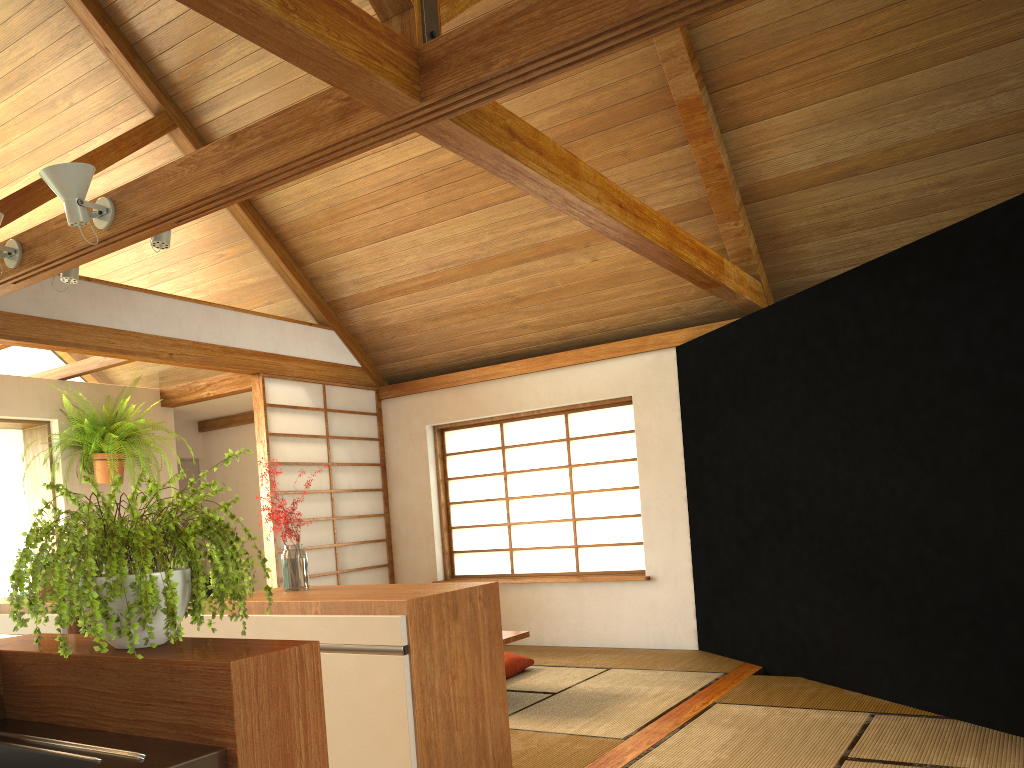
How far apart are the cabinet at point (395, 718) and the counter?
1.07m

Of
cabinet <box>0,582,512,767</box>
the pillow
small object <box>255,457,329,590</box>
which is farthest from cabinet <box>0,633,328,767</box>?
the pillow

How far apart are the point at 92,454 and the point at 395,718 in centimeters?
428cm

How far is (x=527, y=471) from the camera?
6.5m

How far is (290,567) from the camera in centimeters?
312cm

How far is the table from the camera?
4.5m

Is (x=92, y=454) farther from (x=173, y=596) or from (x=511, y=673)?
(x=173, y=596)

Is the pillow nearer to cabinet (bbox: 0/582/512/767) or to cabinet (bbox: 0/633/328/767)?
cabinet (bbox: 0/582/512/767)

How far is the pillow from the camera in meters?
5.2 m

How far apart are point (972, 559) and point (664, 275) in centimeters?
275cm
